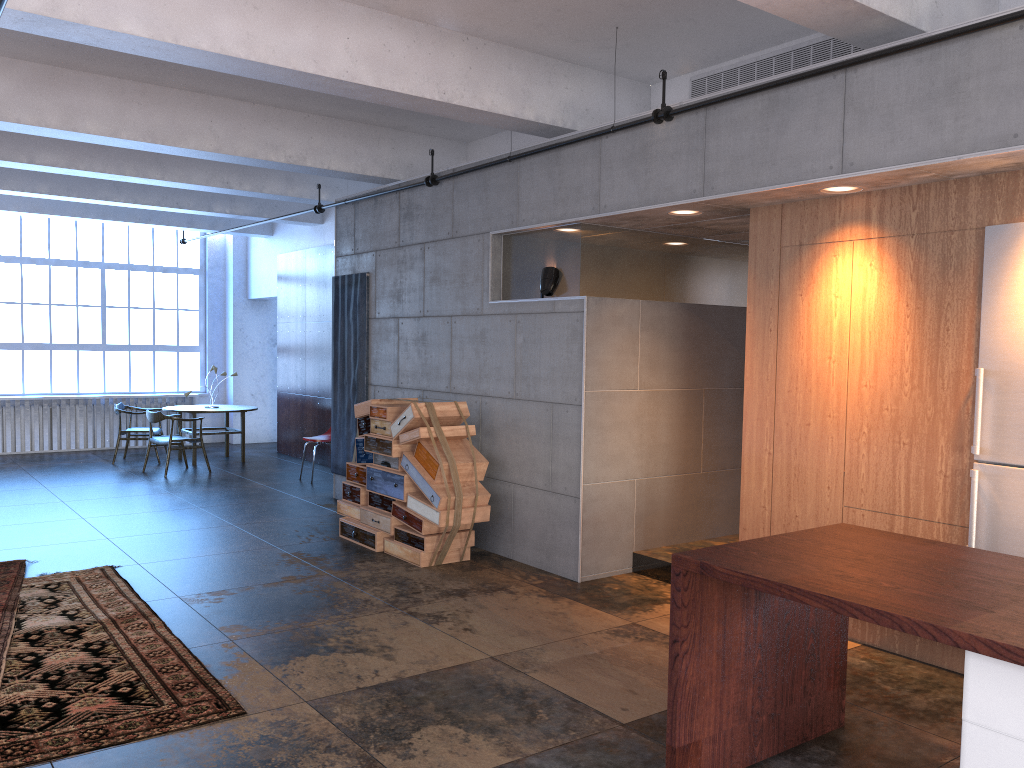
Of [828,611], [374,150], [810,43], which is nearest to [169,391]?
[374,150]

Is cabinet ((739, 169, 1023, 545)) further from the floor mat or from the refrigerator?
the floor mat

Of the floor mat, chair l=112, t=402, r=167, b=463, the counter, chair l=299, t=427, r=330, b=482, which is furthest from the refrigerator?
chair l=112, t=402, r=167, b=463

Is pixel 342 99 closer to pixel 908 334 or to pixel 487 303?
pixel 487 303

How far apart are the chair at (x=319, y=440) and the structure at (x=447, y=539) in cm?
308

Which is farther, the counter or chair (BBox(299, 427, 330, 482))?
chair (BBox(299, 427, 330, 482))

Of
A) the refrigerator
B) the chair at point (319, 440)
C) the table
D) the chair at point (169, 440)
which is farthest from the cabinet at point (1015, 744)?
the table

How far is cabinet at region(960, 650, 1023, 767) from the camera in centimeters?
250cm

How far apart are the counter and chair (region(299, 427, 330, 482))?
8.2m

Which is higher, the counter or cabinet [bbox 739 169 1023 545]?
cabinet [bbox 739 169 1023 545]
